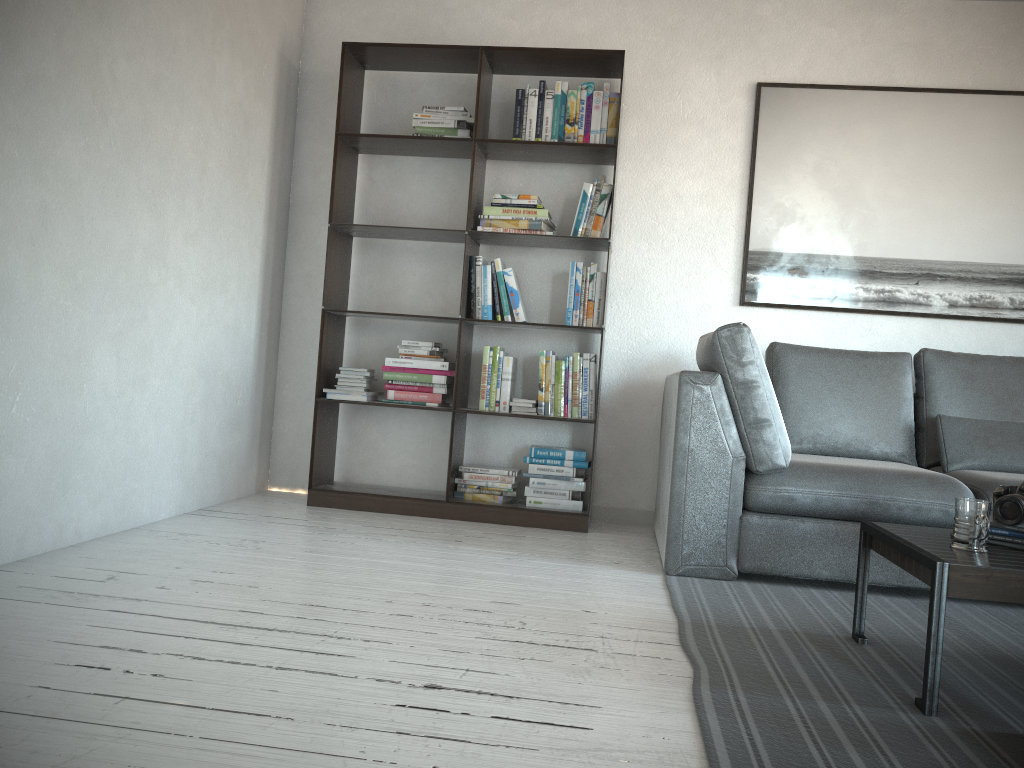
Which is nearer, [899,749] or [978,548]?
[899,749]

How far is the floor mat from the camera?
1.6 meters

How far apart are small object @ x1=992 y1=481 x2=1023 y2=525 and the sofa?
0.8 meters

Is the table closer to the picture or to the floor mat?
the floor mat

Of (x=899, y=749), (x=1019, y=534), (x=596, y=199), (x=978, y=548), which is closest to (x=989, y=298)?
(x=596, y=199)

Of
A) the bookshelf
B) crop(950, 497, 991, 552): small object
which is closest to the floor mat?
crop(950, 497, 991, 552): small object

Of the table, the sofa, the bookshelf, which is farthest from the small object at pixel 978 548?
the bookshelf

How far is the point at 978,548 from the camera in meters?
2.0 m

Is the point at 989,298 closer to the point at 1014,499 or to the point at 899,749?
the point at 1014,499

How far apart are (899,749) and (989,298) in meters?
3.0 m
